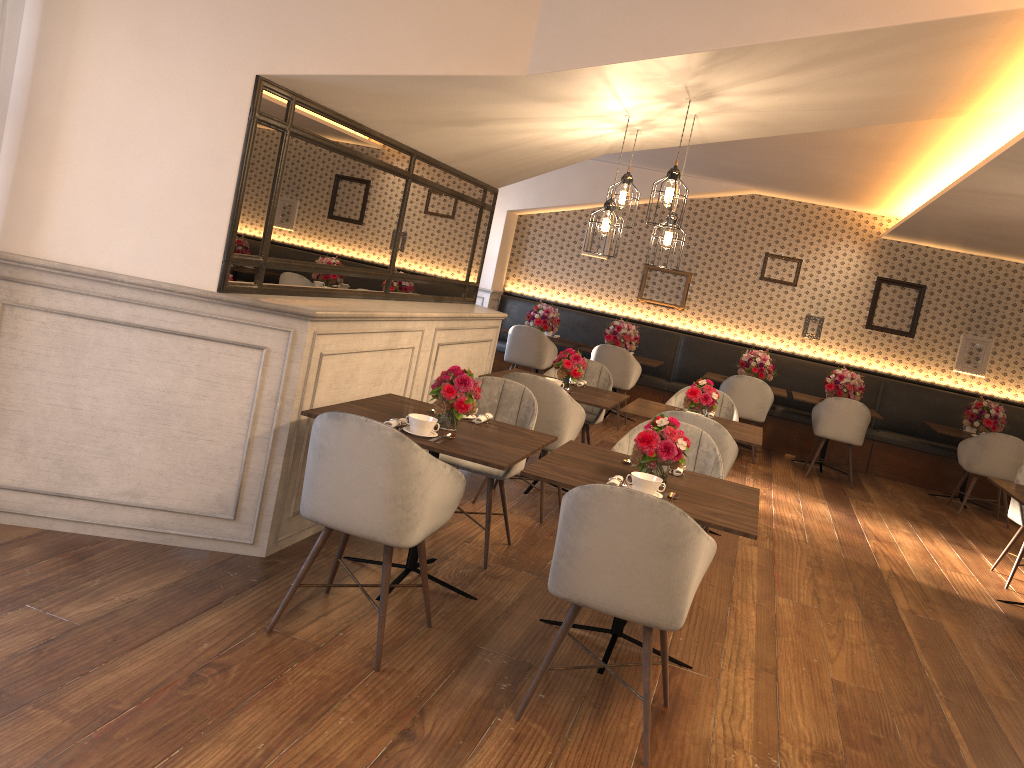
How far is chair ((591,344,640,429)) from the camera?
9.32m

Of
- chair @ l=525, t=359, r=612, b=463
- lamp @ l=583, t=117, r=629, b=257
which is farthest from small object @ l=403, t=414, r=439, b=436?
chair @ l=525, t=359, r=612, b=463

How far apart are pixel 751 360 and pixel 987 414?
2.4 meters

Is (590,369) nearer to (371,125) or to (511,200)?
(371,125)

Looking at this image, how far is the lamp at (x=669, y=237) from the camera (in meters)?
4.68

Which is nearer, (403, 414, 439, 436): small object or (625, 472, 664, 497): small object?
(625, 472, 664, 497): small object

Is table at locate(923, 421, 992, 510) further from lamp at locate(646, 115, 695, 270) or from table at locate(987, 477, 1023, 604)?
lamp at locate(646, 115, 695, 270)

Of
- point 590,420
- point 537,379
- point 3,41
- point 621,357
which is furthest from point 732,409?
point 3,41

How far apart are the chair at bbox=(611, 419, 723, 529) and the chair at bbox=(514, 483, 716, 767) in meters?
1.2

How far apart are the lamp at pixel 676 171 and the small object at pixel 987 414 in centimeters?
616cm
